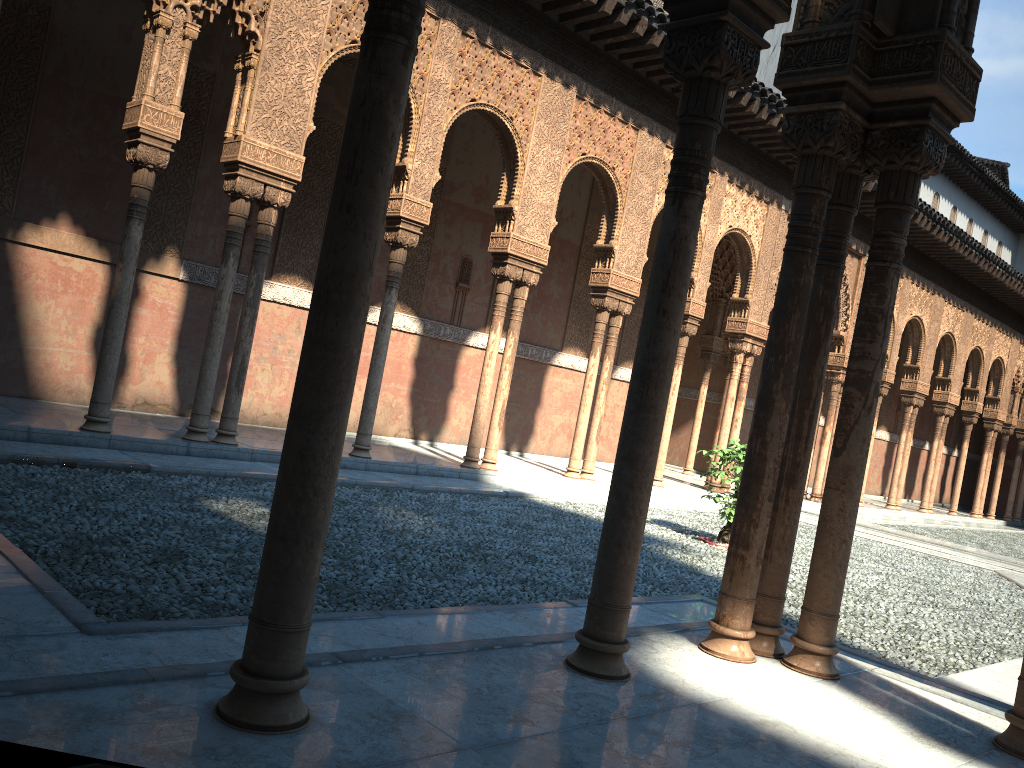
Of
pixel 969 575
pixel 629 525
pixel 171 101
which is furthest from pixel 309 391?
pixel 969 575
